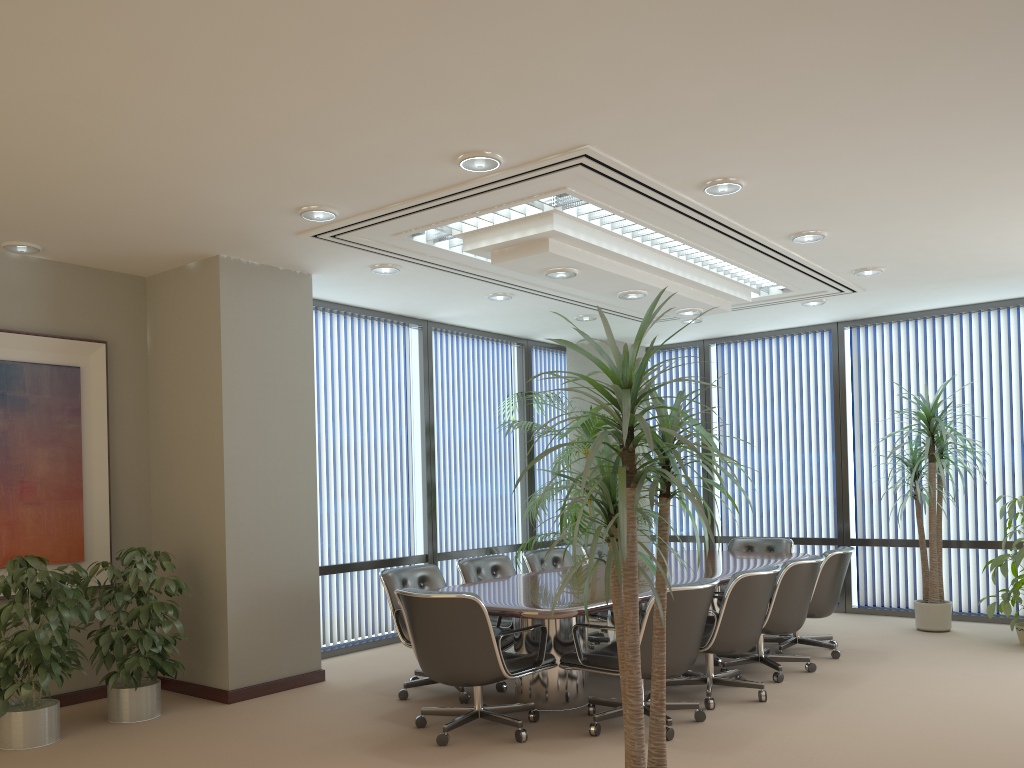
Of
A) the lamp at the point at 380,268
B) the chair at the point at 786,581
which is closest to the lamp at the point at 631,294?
the lamp at the point at 380,268

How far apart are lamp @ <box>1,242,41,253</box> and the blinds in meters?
8.0

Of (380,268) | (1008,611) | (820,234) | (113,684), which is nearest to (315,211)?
(380,268)

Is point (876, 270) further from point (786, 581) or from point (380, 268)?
Result: point (380, 268)

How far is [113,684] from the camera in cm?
533

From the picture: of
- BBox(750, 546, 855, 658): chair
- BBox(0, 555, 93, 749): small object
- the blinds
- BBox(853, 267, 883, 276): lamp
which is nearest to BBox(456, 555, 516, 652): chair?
BBox(750, 546, 855, 658): chair

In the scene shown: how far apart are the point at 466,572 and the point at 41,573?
2.9 meters

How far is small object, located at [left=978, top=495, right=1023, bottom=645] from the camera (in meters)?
7.07

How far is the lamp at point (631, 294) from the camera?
6.7m

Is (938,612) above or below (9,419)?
below
